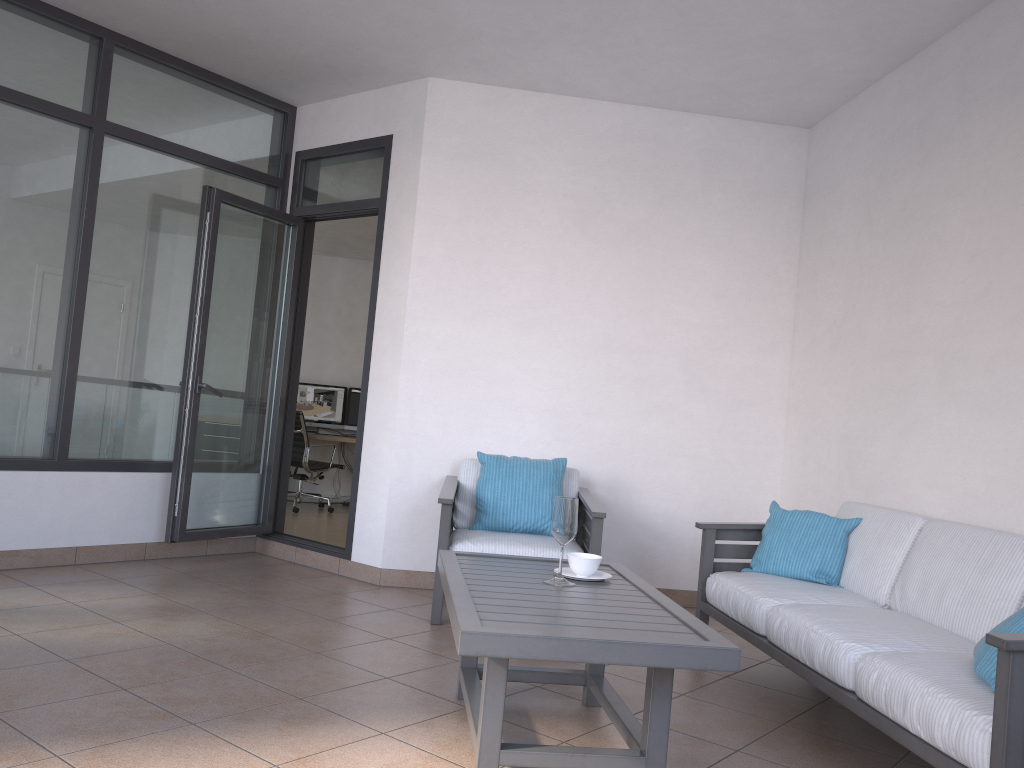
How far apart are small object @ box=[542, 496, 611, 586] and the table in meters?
0.0

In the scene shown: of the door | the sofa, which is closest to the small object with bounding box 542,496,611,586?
the sofa

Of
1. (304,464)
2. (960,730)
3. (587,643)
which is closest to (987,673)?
(960,730)

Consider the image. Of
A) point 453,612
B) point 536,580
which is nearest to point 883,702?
point 536,580

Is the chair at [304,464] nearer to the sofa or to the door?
the door

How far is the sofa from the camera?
2.2m

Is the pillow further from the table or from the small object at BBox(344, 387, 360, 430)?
the small object at BBox(344, 387, 360, 430)

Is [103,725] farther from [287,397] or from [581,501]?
[287,397]

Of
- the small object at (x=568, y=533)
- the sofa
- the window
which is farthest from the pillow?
the window

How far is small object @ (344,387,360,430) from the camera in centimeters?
959cm
